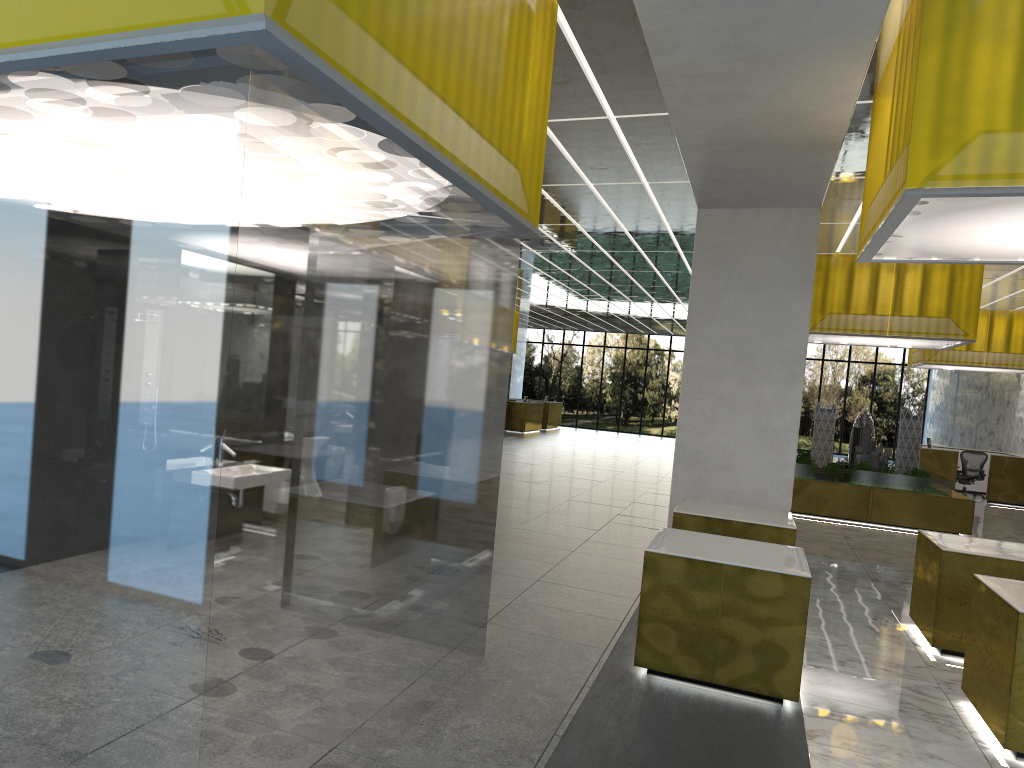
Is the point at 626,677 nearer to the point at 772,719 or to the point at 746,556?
the point at 772,719

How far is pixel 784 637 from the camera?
7.7m

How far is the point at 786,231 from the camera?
13.55m

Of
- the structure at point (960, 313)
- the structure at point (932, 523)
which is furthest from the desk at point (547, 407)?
the structure at point (960, 313)

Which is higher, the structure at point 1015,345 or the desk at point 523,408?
the structure at point 1015,345

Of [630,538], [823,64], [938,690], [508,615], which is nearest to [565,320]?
[630,538]

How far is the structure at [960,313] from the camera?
20.0m

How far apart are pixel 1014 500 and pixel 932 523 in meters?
11.0

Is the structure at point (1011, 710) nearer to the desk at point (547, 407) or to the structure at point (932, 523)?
the structure at point (932, 523)

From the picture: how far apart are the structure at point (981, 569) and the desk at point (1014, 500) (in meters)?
20.48
